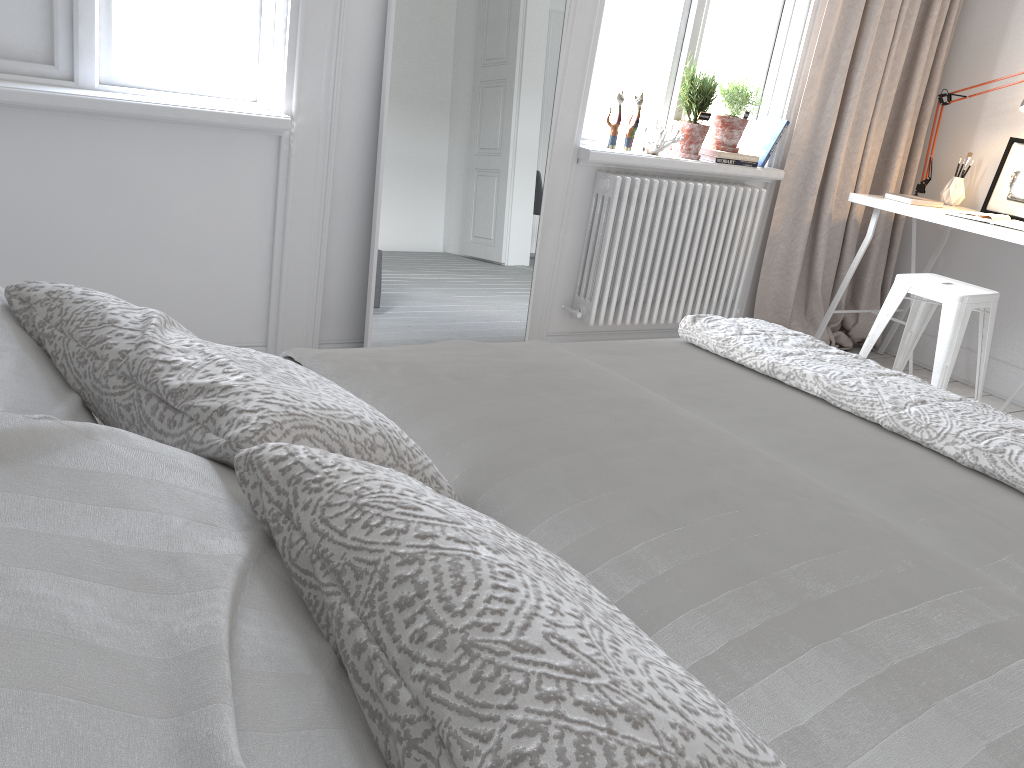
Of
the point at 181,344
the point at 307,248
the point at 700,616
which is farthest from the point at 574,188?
the point at 700,616

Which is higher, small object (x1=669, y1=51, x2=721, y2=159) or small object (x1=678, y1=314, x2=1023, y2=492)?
small object (x1=669, y1=51, x2=721, y2=159)

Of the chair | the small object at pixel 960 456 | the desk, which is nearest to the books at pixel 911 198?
the desk

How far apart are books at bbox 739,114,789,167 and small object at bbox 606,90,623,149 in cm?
77

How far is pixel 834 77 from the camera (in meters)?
3.79

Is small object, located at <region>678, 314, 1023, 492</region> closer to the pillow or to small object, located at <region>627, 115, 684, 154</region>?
the pillow

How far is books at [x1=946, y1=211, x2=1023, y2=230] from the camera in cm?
342

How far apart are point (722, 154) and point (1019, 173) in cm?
132

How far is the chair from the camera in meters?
3.3 m

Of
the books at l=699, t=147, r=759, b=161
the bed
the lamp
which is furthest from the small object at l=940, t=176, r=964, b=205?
the bed
